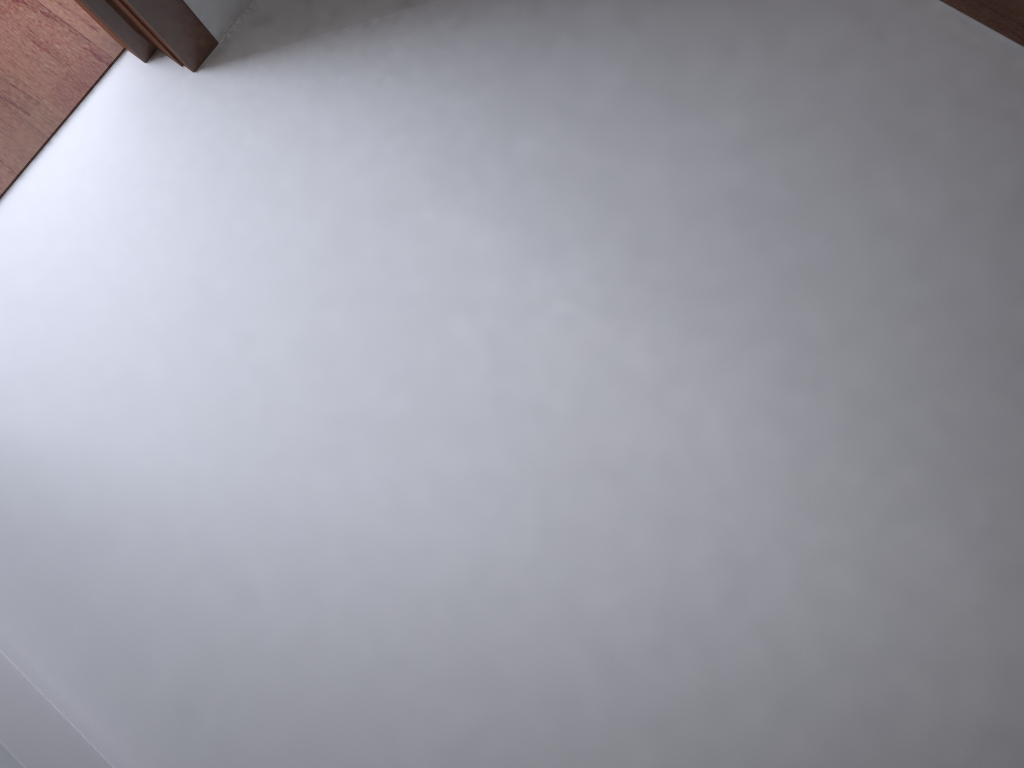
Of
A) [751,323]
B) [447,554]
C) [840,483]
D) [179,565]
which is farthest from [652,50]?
[179,565]
